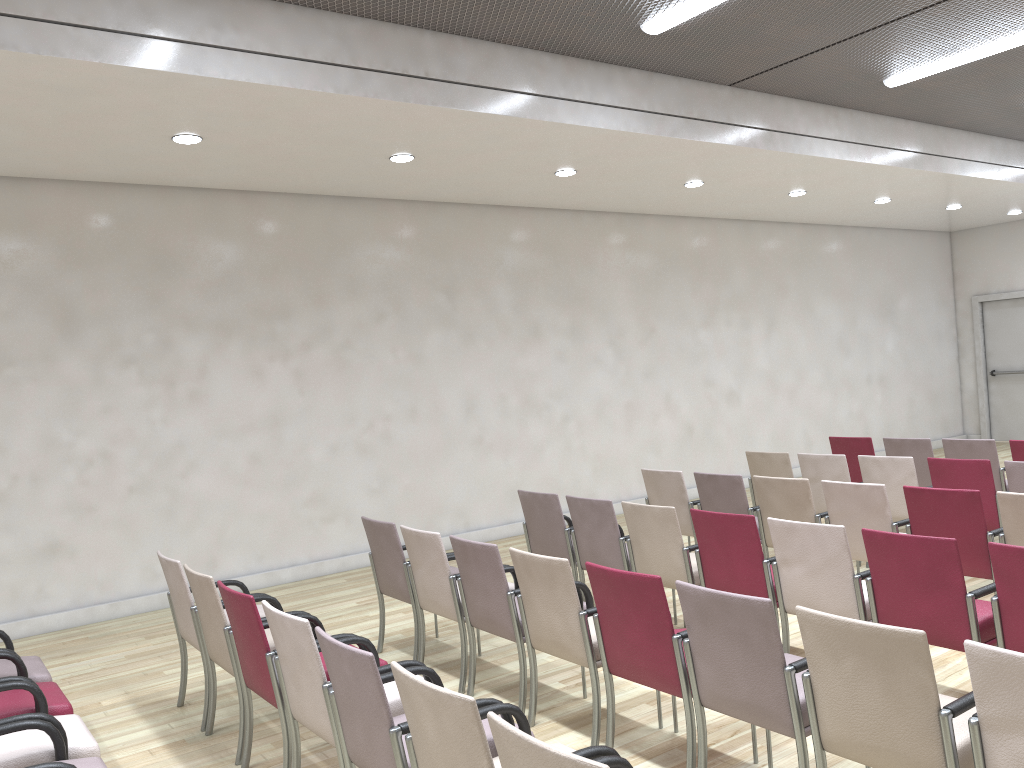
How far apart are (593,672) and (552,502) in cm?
214

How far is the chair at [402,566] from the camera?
5.31m

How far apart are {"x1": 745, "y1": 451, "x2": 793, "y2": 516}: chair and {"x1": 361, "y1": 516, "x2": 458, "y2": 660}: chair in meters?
3.2 m

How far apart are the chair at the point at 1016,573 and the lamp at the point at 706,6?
3.72m

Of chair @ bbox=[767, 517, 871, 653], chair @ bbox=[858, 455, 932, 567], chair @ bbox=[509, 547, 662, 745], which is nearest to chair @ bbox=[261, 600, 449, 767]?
chair @ bbox=[509, 547, 662, 745]

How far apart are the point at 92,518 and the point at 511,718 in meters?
5.3 m

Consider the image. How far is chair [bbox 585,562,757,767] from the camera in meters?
3.5 m

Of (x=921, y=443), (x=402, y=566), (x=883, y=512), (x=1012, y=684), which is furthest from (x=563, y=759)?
(x=921, y=443)

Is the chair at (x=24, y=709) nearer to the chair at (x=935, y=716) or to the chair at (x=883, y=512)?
the chair at (x=935, y=716)

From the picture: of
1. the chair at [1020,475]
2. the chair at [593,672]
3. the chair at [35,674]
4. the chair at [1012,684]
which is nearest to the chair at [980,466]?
the chair at [1020,475]
